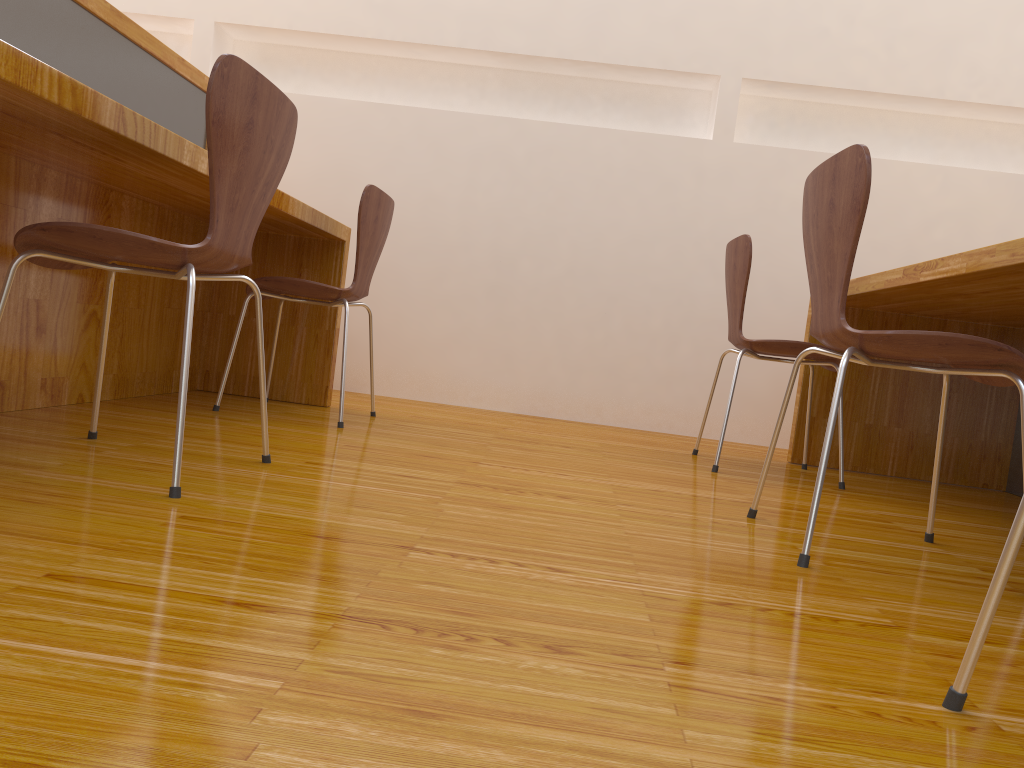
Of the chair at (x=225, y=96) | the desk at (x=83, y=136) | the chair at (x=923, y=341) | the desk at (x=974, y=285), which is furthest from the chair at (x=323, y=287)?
the desk at (x=974, y=285)

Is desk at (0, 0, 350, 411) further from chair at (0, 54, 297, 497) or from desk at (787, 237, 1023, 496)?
desk at (787, 237, 1023, 496)

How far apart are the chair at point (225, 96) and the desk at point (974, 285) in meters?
1.4

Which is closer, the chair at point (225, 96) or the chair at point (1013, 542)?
the chair at point (1013, 542)

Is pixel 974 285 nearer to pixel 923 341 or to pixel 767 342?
pixel 767 342

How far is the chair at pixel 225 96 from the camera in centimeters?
137cm

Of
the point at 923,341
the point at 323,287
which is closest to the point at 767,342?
the point at 923,341

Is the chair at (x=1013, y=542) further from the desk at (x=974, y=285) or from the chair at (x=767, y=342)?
the chair at (x=767, y=342)

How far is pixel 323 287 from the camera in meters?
2.5 m

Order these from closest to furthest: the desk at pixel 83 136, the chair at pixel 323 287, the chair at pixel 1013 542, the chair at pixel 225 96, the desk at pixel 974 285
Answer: the chair at pixel 1013 542, the chair at pixel 225 96, the desk at pixel 83 136, the desk at pixel 974 285, the chair at pixel 323 287
